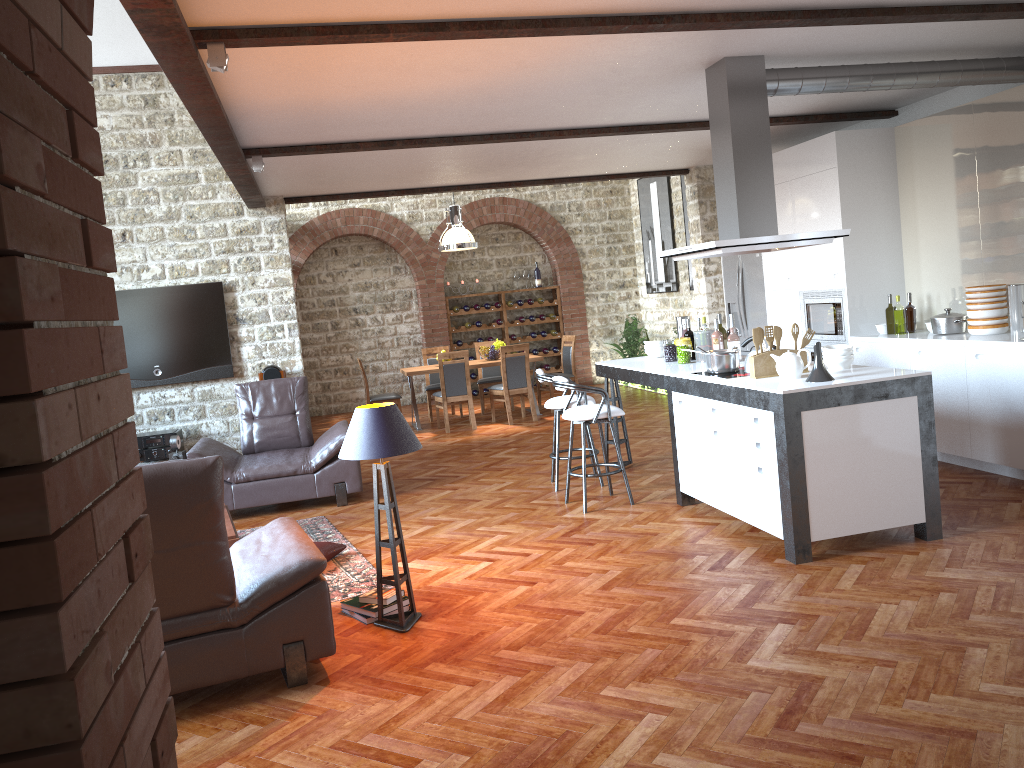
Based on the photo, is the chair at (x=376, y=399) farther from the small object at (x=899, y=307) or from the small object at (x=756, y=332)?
the small object at (x=756, y=332)

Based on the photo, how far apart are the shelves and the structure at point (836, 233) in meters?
8.5 m

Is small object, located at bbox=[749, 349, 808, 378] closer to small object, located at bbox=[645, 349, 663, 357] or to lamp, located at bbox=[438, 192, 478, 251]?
small object, located at bbox=[645, 349, 663, 357]

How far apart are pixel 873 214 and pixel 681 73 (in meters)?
2.73

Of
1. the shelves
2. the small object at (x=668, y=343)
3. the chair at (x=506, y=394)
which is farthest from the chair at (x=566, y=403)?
the shelves

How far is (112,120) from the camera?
9.2 meters

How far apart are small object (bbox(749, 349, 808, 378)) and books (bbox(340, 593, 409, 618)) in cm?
243

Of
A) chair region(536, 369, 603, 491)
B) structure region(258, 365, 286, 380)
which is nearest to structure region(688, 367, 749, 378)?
chair region(536, 369, 603, 491)

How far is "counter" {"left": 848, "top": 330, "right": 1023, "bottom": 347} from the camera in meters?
5.9 m

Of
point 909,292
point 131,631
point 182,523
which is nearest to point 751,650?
point 182,523
